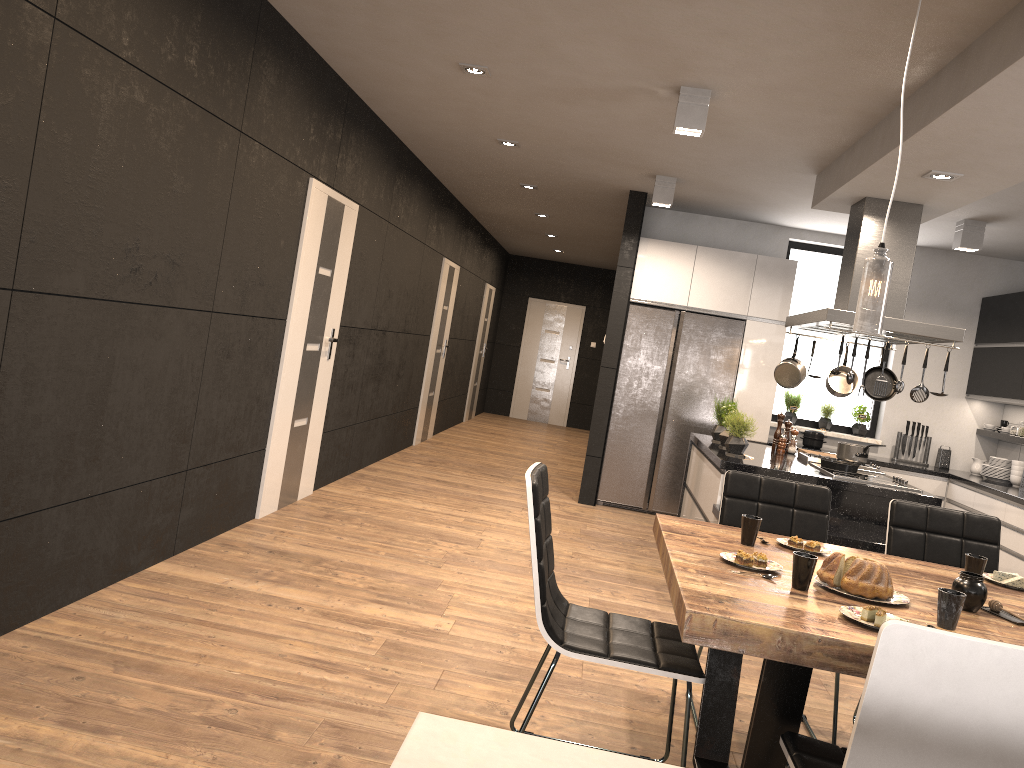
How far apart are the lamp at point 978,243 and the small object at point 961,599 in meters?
5.1 m

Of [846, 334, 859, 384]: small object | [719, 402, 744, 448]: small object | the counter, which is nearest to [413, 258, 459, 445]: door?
[719, 402, 744, 448]: small object

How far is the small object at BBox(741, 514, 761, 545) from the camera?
2.9m

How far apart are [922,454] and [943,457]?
0.17m

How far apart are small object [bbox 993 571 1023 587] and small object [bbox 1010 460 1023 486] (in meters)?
4.75

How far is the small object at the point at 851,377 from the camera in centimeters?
503cm

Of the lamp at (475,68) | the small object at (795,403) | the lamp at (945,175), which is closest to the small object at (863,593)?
the lamp at (945,175)

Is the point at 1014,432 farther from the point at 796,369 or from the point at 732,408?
the point at 732,408

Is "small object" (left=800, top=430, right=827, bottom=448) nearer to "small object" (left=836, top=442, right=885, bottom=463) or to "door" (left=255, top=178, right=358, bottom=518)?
"small object" (left=836, top=442, right=885, bottom=463)

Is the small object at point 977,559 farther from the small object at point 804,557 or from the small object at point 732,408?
the small object at point 732,408
